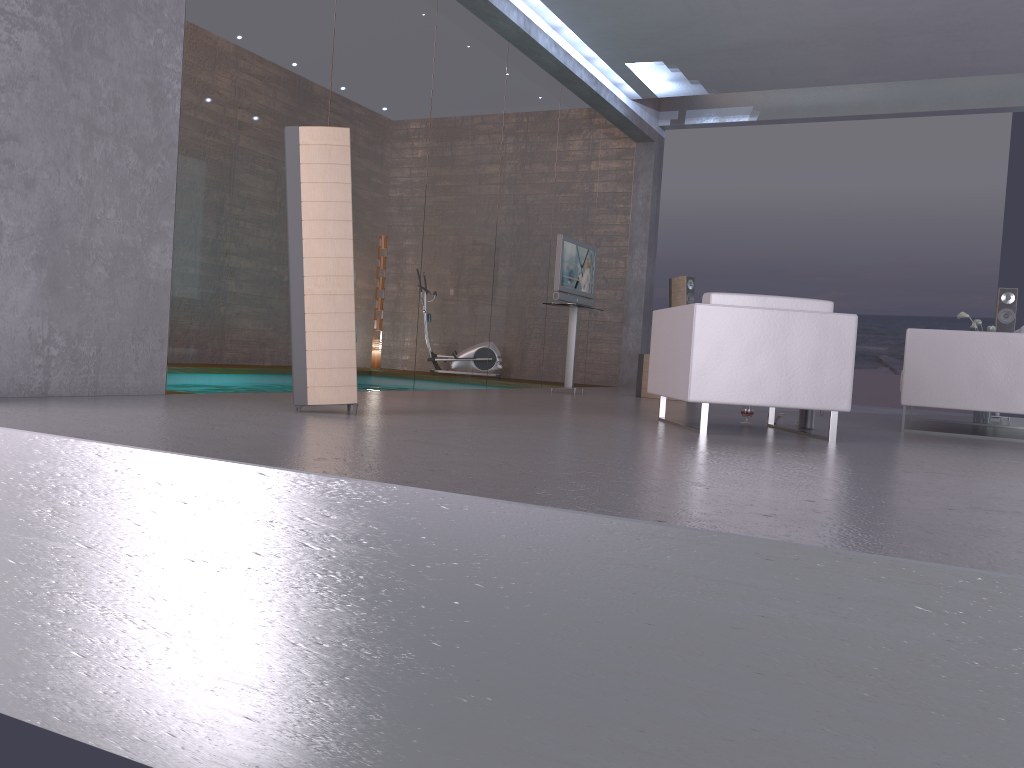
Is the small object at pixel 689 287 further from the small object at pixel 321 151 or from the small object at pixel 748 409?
the small object at pixel 321 151

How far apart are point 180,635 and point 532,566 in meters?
1.2 m

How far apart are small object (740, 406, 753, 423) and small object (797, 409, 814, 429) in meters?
0.3

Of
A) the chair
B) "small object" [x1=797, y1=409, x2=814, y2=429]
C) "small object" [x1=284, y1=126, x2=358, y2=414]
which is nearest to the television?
the chair

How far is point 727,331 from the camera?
4.89m

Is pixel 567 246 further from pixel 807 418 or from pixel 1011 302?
pixel 1011 302

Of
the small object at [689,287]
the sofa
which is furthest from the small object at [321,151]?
the small object at [689,287]

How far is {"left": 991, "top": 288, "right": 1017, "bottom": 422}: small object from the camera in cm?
895

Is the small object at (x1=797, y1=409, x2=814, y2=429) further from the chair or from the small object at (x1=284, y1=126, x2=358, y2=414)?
the small object at (x1=284, y1=126, x2=358, y2=414)

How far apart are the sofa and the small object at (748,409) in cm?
117
